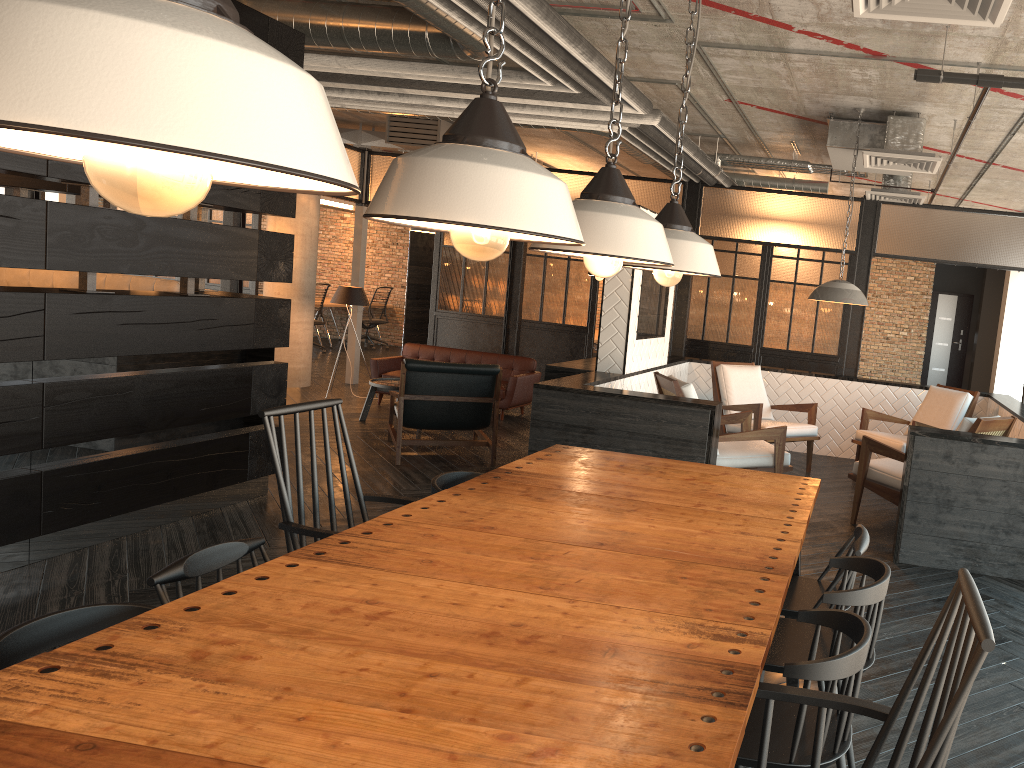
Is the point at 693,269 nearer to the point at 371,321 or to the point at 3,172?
the point at 3,172

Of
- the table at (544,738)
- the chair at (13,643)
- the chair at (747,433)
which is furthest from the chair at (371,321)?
the chair at (13,643)

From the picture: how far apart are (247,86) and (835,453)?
7.99m

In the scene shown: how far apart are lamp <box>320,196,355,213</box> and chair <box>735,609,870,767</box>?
14.2m

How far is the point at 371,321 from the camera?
15.1m

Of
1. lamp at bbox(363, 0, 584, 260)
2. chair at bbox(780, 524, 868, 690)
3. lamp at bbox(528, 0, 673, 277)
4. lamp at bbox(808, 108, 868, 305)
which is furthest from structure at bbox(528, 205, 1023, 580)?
lamp at bbox(363, 0, 584, 260)

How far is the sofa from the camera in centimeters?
889cm

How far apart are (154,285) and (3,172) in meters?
1.3

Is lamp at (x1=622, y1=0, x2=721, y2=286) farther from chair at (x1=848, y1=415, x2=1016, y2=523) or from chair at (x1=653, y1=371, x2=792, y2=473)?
chair at (x1=848, y1=415, x2=1016, y2=523)

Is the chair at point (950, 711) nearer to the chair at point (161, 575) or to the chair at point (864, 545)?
the chair at point (864, 545)
